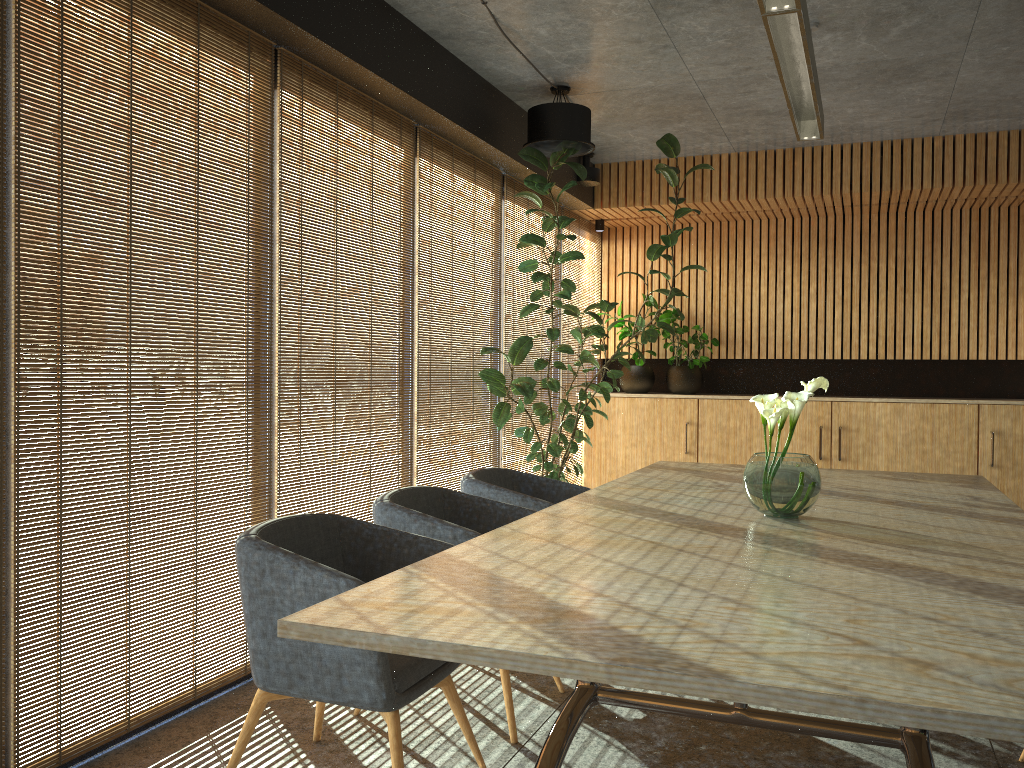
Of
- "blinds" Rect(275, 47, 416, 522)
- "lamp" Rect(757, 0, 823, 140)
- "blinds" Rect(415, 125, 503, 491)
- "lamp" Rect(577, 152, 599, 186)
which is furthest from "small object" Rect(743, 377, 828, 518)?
"lamp" Rect(577, 152, 599, 186)

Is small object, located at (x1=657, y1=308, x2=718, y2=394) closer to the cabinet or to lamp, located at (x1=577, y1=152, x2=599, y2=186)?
the cabinet

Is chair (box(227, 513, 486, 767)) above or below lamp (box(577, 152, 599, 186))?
below

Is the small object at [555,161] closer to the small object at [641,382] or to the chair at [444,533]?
the small object at [641,382]

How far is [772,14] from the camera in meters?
3.5 m

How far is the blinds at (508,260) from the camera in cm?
719

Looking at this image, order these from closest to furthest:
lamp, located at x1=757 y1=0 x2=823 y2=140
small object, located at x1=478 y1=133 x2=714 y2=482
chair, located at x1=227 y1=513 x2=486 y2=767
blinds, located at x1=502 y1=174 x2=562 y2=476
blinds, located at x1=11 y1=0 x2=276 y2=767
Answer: chair, located at x1=227 y1=513 x2=486 y2=767
blinds, located at x1=11 y1=0 x2=276 y2=767
lamp, located at x1=757 y1=0 x2=823 y2=140
small object, located at x1=478 y1=133 x2=714 y2=482
blinds, located at x1=502 y1=174 x2=562 y2=476

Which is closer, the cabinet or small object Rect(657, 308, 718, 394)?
the cabinet

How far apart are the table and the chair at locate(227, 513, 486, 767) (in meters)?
0.28

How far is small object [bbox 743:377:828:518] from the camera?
3.3m
